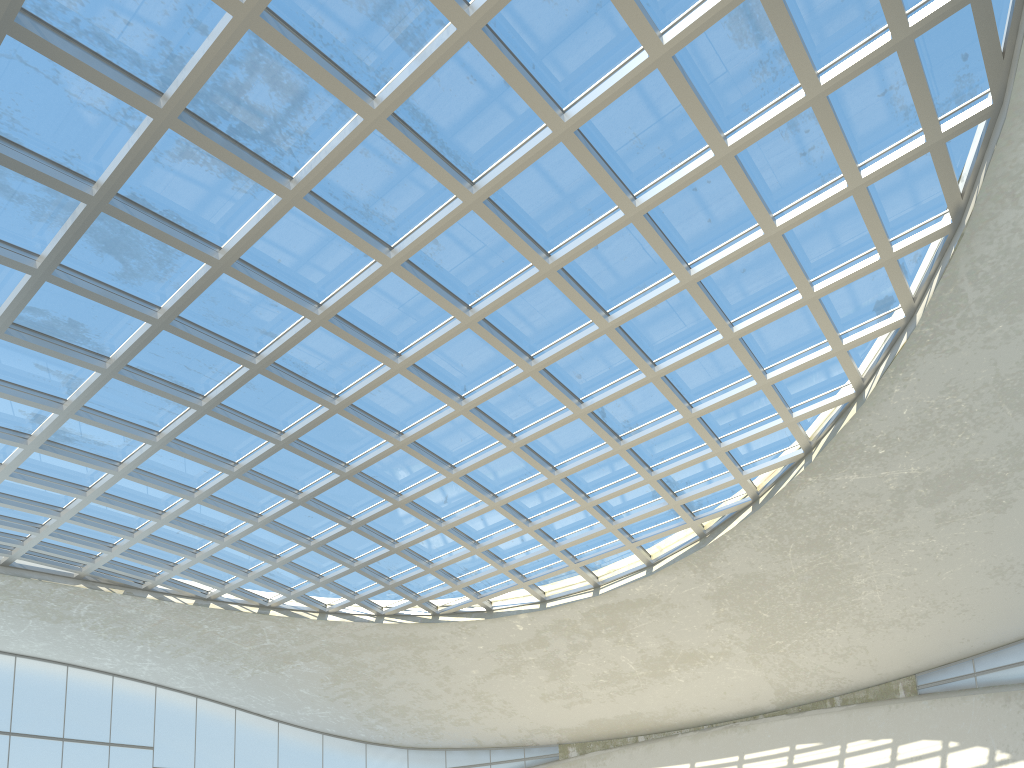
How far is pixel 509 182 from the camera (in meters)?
43.75

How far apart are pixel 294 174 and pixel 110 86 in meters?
9.5 m
